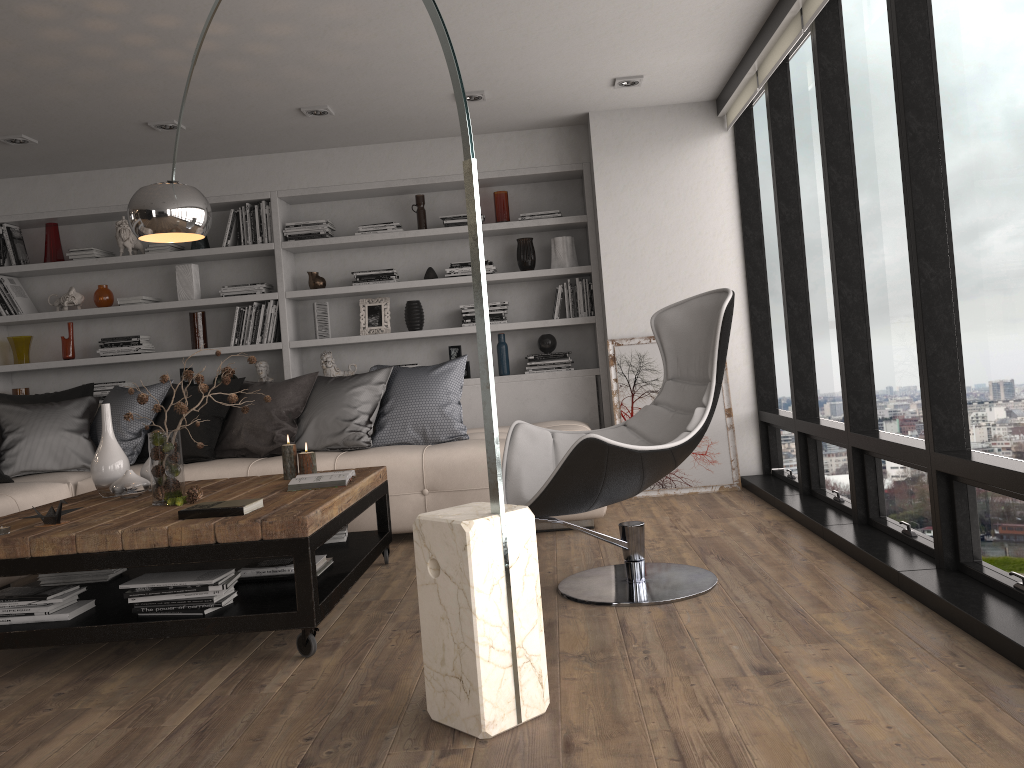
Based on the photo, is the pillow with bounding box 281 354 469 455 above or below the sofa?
above

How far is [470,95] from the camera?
5.0m

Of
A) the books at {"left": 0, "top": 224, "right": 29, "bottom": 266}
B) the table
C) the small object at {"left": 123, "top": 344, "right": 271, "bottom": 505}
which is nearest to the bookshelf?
the books at {"left": 0, "top": 224, "right": 29, "bottom": 266}

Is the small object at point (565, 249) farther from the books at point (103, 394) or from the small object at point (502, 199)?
the books at point (103, 394)

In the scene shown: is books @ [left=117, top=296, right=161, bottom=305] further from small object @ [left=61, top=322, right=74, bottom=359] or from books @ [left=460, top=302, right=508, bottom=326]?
books @ [left=460, top=302, right=508, bottom=326]

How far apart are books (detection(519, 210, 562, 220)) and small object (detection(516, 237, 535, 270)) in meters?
0.2

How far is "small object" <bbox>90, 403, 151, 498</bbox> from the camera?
3.6m

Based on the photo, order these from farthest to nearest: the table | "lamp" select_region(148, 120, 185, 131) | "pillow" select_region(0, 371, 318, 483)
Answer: "lamp" select_region(148, 120, 185, 131) → "pillow" select_region(0, 371, 318, 483) → the table

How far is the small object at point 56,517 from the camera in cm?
307

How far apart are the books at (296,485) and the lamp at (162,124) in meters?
2.6
